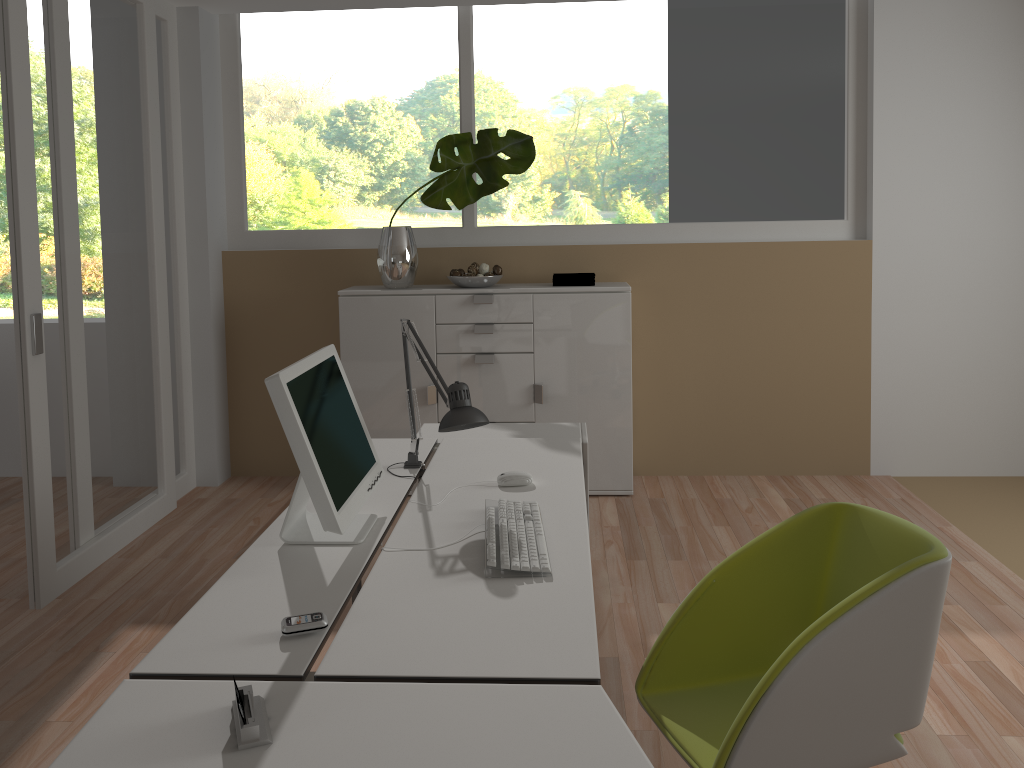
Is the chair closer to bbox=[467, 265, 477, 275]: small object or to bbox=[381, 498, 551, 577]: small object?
bbox=[381, 498, 551, 577]: small object

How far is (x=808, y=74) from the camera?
4.7m

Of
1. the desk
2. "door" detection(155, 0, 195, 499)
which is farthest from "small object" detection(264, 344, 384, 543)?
"door" detection(155, 0, 195, 499)

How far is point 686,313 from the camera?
4.9m

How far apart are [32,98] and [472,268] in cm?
211

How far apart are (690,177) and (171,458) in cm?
315

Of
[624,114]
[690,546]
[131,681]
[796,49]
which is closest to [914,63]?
[796,49]

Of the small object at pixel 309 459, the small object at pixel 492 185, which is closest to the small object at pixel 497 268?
the small object at pixel 492 185

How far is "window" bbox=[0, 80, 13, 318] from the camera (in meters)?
10.91

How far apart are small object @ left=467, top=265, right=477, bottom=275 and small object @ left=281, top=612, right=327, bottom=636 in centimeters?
309cm
